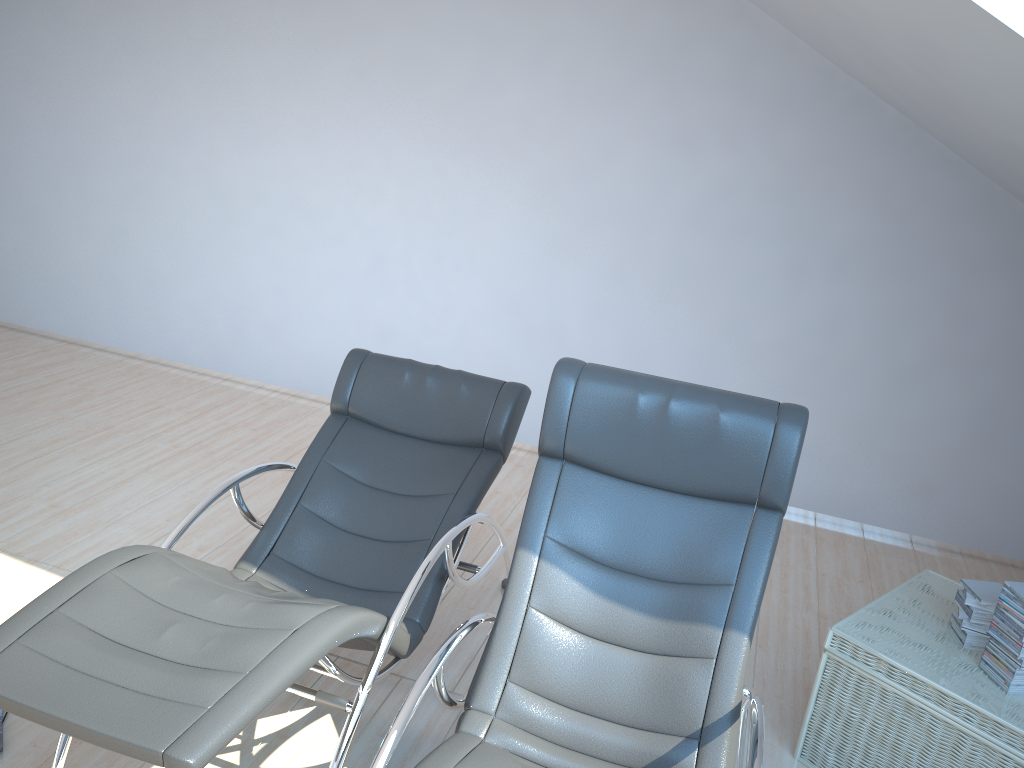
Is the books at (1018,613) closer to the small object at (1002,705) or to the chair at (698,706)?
the small object at (1002,705)

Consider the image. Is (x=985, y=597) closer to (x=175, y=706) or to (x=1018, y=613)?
(x=1018, y=613)

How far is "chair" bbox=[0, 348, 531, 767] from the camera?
1.8m

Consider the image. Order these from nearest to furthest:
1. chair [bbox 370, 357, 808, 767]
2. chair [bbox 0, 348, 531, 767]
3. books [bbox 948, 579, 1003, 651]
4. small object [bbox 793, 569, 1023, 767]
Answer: chair [bbox 0, 348, 531, 767] → chair [bbox 370, 357, 808, 767] → small object [bbox 793, 569, 1023, 767] → books [bbox 948, 579, 1003, 651]

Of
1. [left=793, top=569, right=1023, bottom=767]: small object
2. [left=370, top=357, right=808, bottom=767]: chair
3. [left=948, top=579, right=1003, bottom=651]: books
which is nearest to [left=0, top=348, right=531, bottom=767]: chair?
[left=370, top=357, right=808, bottom=767]: chair

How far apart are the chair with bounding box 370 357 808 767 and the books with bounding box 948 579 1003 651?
0.76m

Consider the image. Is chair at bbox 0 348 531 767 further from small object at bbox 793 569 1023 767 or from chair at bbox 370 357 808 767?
small object at bbox 793 569 1023 767

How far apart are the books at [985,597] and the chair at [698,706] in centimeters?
76cm

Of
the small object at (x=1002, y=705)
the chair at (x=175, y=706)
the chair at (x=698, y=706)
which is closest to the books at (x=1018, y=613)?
the small object at (x=1002, y=705)

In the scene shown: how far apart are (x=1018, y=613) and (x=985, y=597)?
0.21m
